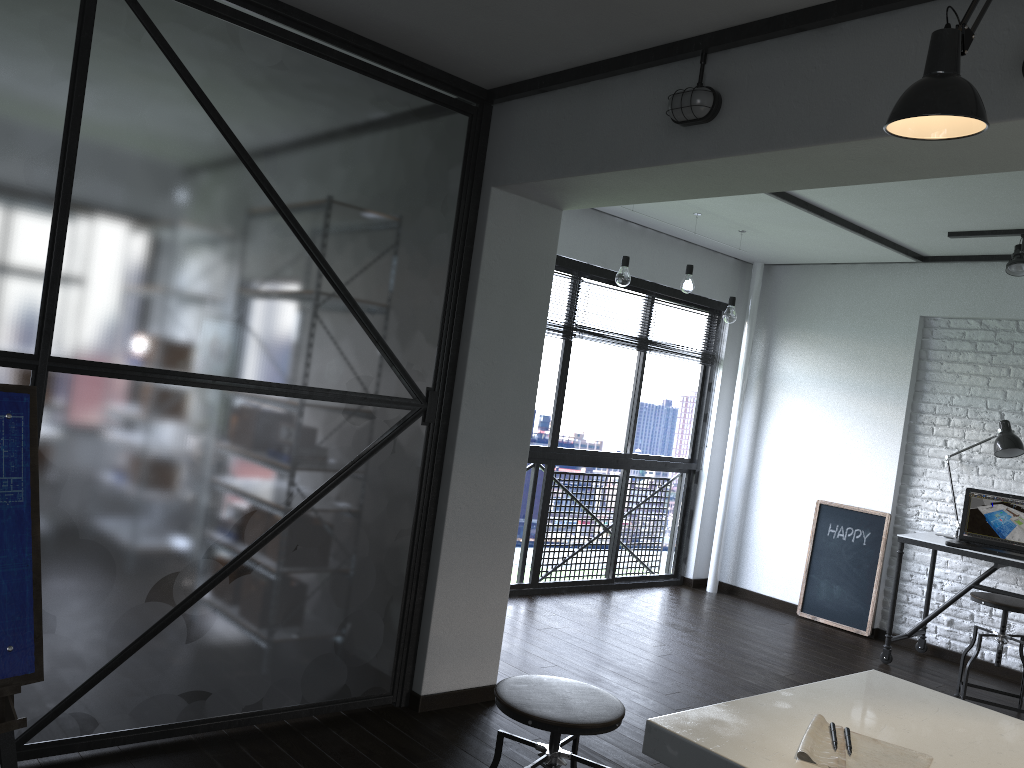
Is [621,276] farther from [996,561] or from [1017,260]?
[996,561]

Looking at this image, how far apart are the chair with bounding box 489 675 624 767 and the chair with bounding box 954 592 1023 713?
2.8 meters

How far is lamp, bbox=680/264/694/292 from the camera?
5.0m

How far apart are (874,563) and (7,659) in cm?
496

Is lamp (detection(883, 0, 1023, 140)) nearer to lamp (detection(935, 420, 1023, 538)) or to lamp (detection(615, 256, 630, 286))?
lamp (detection(615, 256, 630, 286))

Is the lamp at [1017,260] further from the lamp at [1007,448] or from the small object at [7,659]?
the small object at [7,659]

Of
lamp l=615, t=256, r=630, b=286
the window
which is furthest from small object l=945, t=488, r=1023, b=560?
lamp l=615, t=256, r=630, b=286

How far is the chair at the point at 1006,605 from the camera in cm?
414

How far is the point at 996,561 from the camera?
4.54m

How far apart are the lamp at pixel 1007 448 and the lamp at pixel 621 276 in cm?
220
